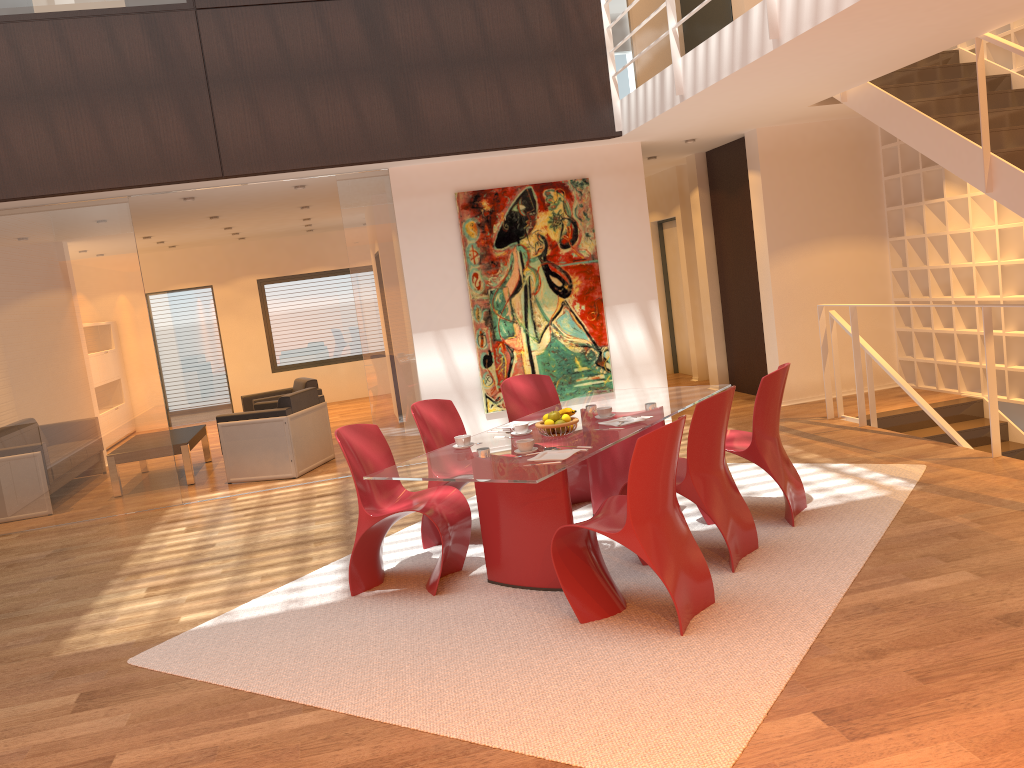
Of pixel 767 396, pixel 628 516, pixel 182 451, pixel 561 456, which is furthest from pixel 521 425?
pixel 182 451

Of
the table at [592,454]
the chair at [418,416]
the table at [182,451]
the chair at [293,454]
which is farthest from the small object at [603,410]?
the table at [182,451]

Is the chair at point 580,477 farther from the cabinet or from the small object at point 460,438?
the cabinet

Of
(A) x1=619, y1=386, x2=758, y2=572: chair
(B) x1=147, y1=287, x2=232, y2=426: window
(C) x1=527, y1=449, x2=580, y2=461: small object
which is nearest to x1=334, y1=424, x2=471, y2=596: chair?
(C) x1=527, y1=449, x2=580, y2=461: small object

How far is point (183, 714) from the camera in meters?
3.6

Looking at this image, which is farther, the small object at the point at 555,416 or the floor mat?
the small object at the point at 555,416

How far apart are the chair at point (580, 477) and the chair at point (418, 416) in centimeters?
50cm

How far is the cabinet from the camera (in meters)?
5.67

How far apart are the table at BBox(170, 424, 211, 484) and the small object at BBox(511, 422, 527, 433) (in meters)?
5.01

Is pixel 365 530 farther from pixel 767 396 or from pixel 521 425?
pixel 767 396
